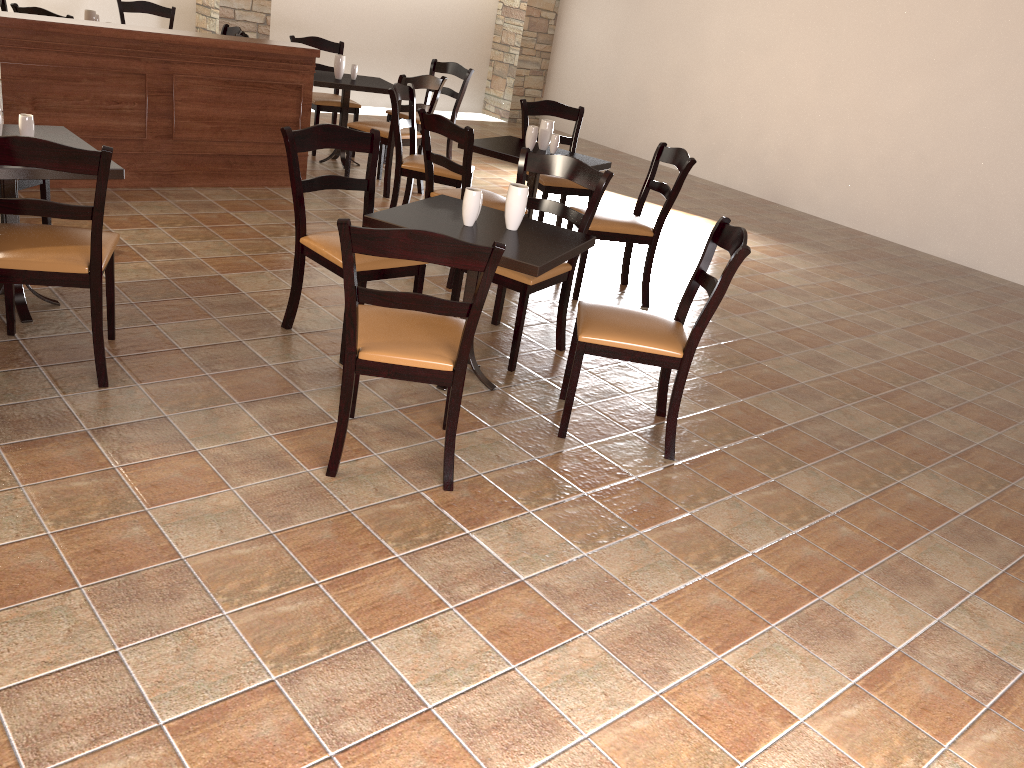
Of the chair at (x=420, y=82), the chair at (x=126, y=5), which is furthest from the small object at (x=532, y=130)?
the chair at (x=126, y=5)

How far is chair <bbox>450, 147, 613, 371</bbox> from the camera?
3.69m

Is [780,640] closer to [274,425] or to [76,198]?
[274,425]

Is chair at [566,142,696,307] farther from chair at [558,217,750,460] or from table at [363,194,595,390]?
chair at [558,217,750,460]

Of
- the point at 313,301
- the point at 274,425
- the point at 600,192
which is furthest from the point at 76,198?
the point at 600,192

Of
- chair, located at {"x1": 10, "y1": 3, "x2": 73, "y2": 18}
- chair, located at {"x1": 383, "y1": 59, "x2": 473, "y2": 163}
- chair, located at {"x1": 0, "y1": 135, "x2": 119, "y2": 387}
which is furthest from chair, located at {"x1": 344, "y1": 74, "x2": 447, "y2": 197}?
chair, located at {"x1": 0, "y1": 135, "x2": 119, "y2": 387}

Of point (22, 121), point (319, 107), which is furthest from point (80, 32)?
point (319, 107)

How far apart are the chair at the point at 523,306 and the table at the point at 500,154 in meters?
0.9 m

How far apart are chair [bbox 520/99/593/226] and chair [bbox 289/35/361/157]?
1.9 meters

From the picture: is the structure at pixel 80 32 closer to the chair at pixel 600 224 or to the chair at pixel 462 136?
the chair at pixel 462 136
